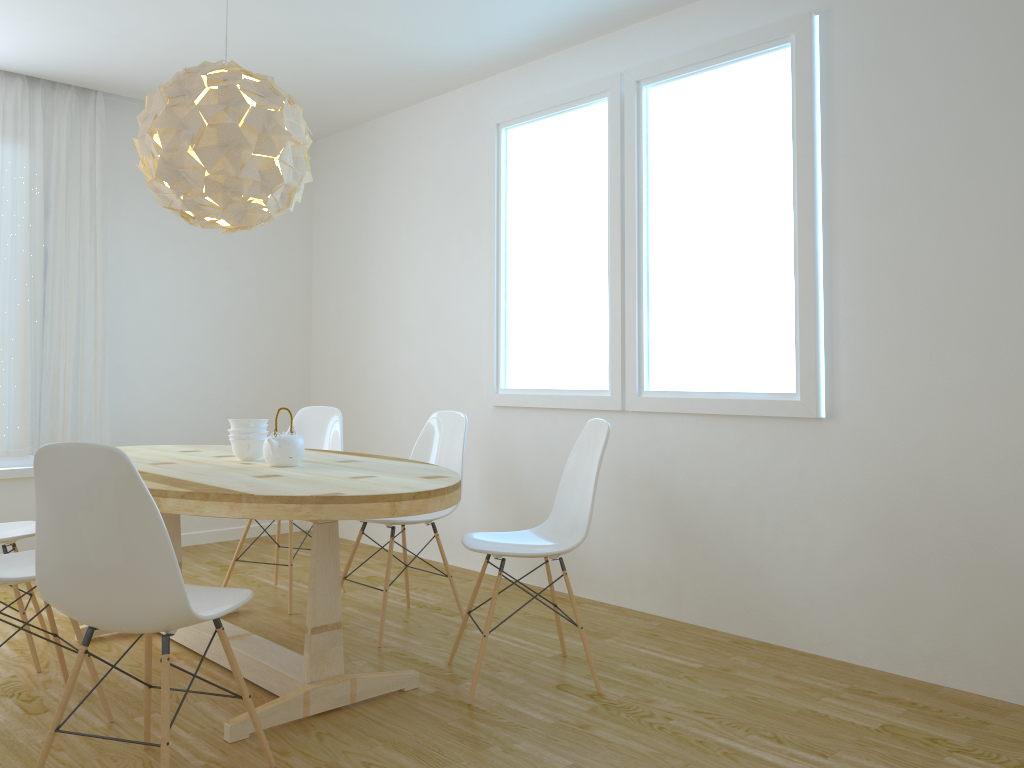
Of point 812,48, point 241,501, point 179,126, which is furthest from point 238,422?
point 812,48

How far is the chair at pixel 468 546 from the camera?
3.07m

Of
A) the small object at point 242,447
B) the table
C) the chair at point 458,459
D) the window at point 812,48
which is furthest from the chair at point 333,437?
the small object at point 242,447

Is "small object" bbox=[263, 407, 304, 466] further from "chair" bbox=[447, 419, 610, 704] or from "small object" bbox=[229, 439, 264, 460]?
"chair" bbox=[447, 419, 610, 704]

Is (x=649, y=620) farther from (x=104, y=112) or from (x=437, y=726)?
(x=104, y=112)

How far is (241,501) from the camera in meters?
2.5 m

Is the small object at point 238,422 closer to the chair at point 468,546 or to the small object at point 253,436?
the small object at point 253,436

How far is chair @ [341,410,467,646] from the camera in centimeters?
A: 385cm

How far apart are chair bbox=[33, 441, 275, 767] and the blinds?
2.81m

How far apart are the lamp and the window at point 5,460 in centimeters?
248cm
